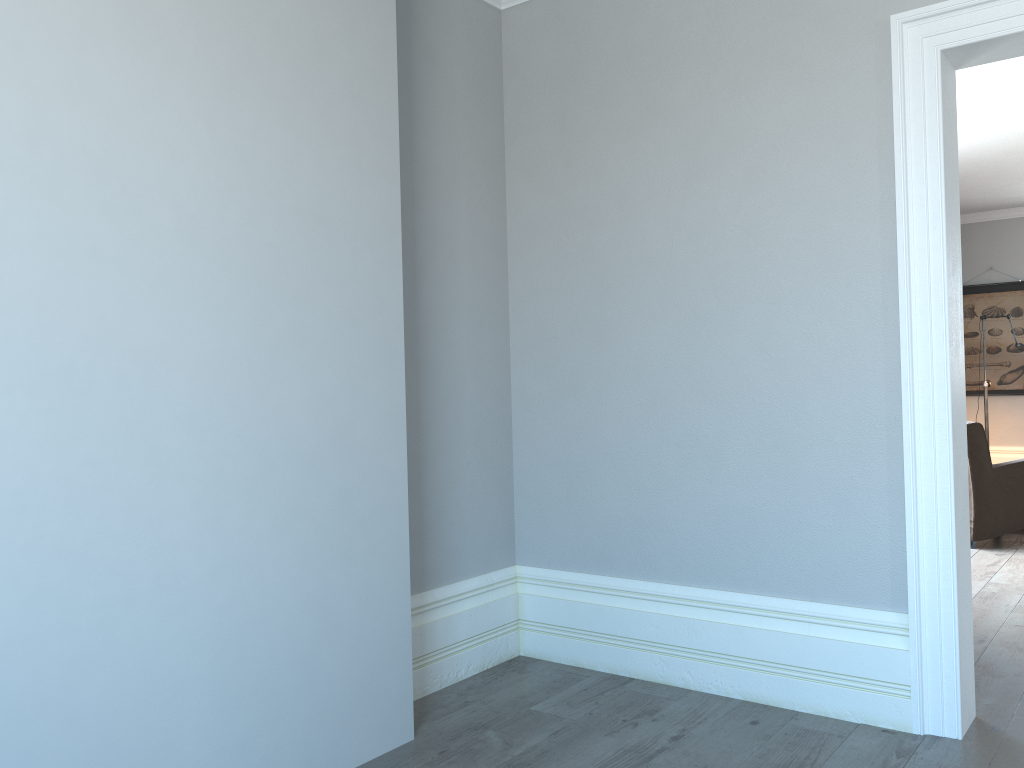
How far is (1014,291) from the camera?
8.85m

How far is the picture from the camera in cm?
885

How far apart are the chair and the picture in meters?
3.5 m

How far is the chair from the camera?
5.52m

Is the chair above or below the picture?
below

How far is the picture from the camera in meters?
8.9 m

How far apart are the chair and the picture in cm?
351

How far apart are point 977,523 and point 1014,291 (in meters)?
4.34

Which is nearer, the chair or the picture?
the chair
